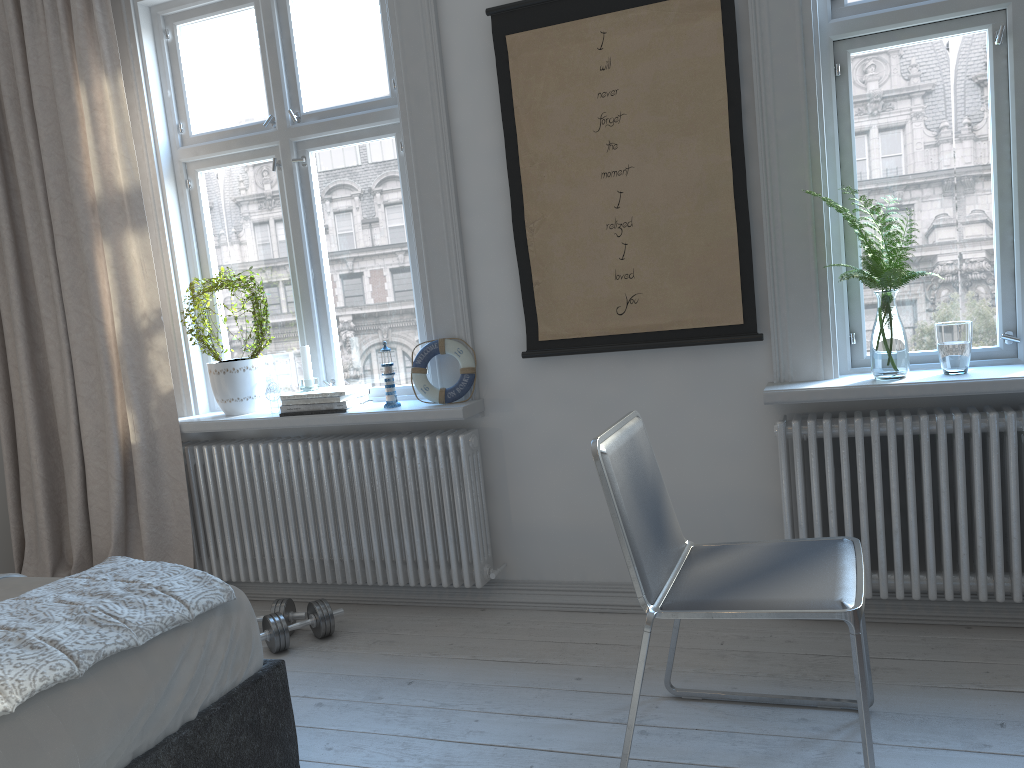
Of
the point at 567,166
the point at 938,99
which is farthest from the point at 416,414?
the point at 938,99

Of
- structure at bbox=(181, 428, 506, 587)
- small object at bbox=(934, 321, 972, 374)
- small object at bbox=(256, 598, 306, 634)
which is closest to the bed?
small object at bbox=(256, 598, 306, 634)

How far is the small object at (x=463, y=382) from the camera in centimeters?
306cm

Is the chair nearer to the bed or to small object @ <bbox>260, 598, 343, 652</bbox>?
the bed

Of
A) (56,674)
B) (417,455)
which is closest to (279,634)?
(417,455)

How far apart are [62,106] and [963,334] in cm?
313

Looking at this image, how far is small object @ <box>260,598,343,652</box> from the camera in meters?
2.9

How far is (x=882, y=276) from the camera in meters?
2.5

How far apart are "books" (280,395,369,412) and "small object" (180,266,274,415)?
0.3m

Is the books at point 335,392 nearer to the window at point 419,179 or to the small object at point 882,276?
the window at point 419,179
